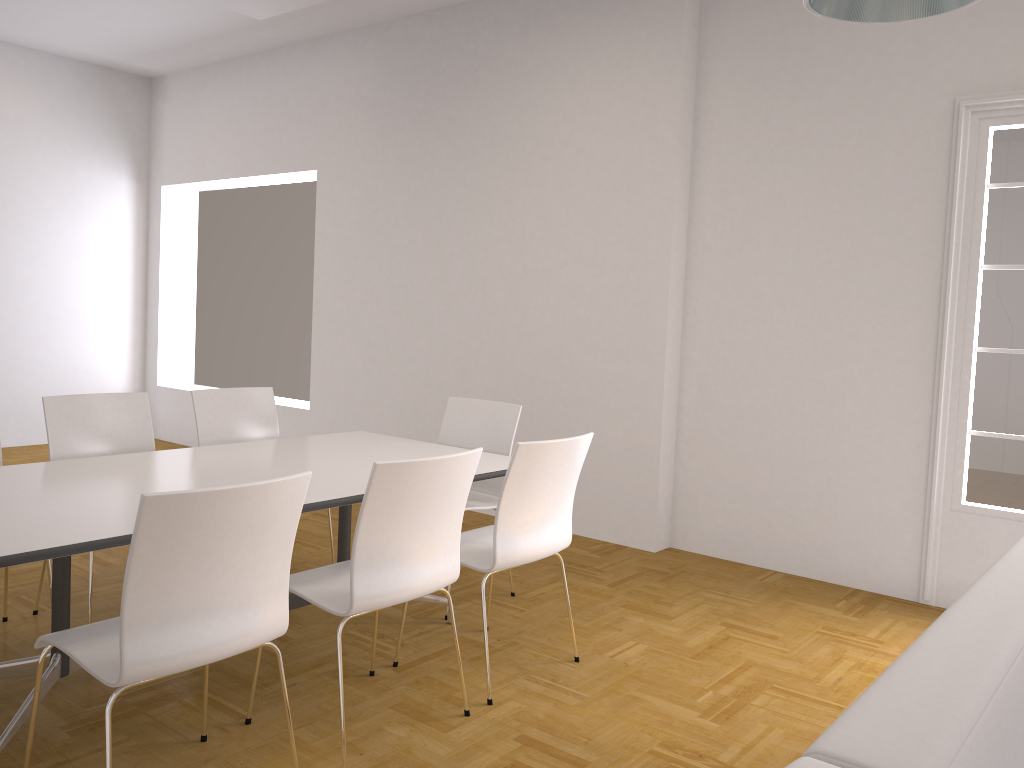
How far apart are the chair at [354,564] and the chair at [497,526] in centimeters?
21cm

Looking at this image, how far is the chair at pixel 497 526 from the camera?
3.1 meters

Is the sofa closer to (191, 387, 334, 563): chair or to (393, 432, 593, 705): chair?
(393, 432, 593, 705): chair

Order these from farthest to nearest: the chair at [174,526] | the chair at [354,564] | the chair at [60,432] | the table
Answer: the chair at [60,432] → the chair at [354,564] → the table → the chair at [174,526]

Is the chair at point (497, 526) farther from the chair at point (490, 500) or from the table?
the chair at point (490, 500)

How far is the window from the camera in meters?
4.3 m

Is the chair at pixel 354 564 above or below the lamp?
below

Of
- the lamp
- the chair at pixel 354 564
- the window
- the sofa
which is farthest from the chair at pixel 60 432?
the window

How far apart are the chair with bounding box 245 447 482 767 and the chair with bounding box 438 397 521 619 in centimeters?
108cm

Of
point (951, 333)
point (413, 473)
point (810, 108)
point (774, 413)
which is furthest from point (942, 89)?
point (413, 473)
